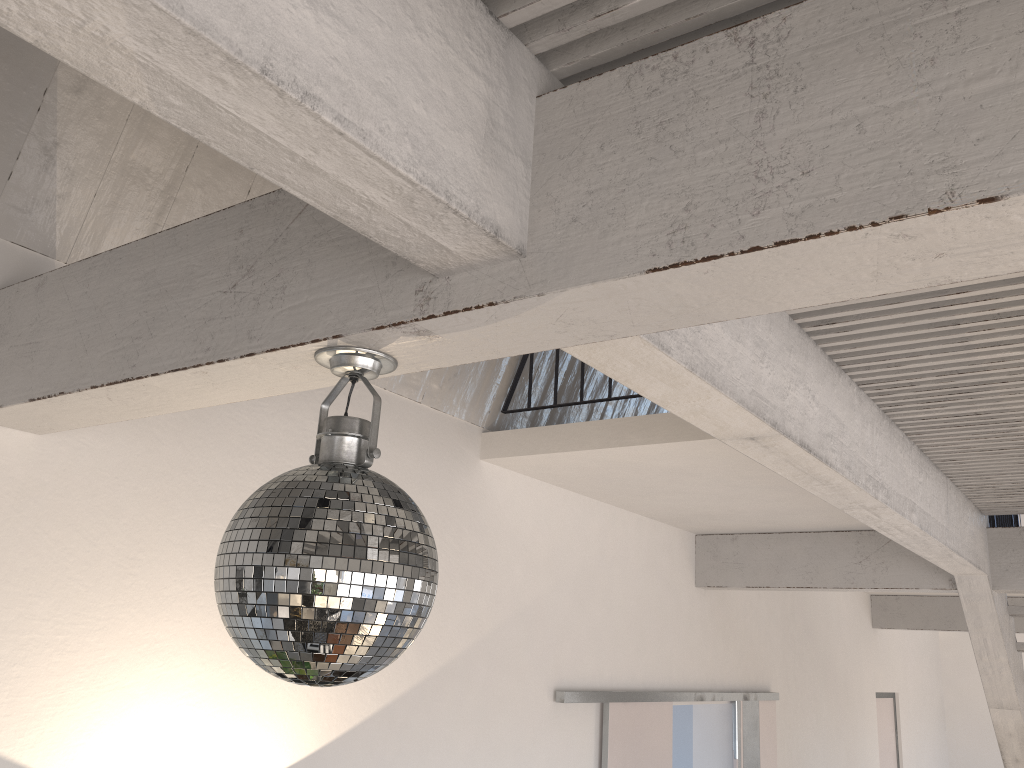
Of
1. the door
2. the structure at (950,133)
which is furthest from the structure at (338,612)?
the door

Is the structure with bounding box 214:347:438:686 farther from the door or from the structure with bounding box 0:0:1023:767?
the door

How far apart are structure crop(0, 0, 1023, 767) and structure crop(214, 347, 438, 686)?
0.01m

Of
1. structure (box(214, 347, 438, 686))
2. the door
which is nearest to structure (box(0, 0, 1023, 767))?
structure (box(214, 347, 438, 686))

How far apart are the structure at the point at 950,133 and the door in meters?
0.6

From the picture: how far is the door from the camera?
4.3 meters

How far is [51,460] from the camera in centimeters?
224cm

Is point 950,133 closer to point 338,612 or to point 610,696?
point 338,612

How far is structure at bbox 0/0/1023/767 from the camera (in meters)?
0.91

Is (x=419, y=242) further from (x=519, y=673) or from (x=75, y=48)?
(x=519, y=673)
